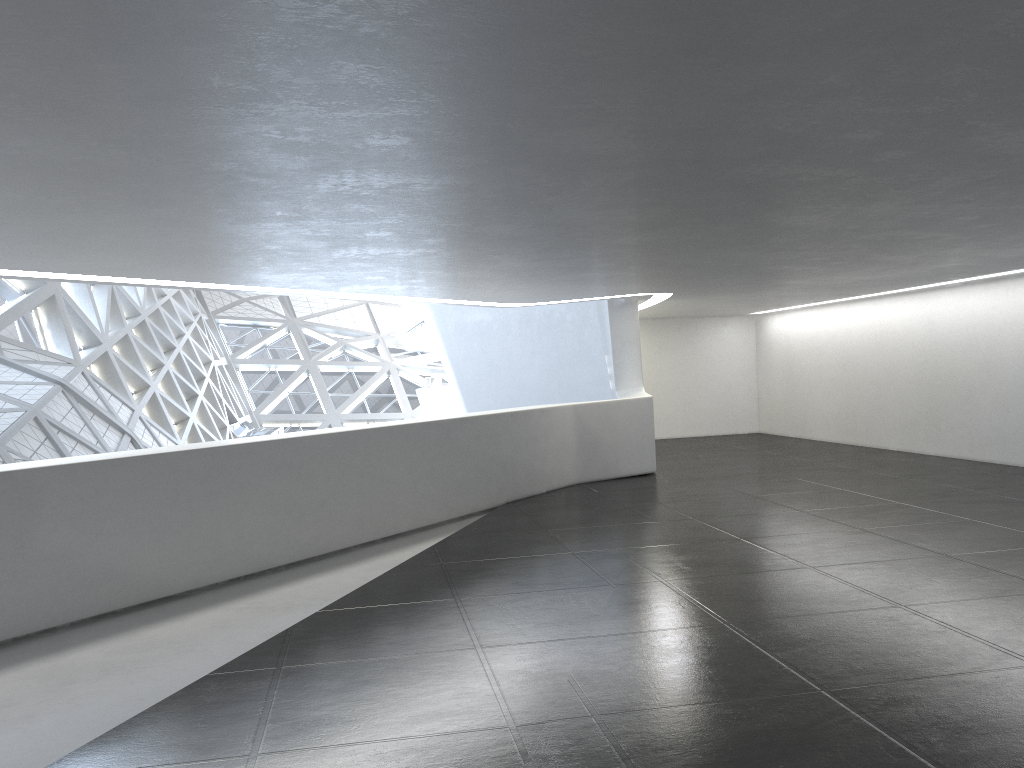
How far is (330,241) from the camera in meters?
9.3
